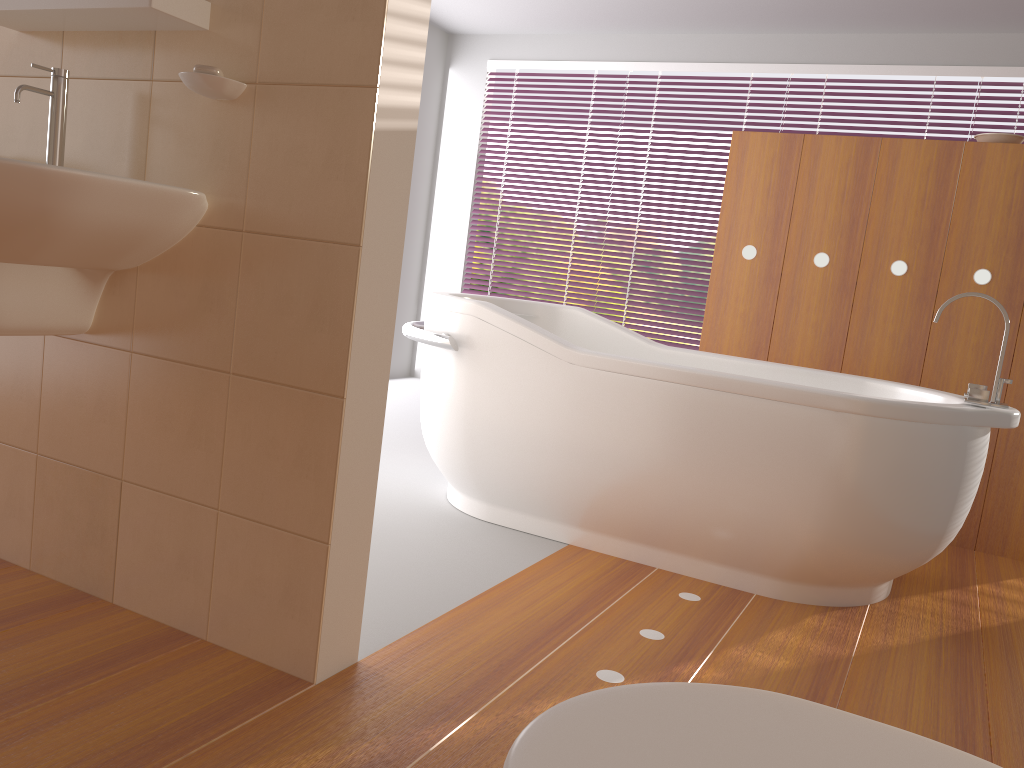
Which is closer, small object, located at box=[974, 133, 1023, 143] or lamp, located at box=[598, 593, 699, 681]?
lamp, located at box=[598, 593, 699, 681]

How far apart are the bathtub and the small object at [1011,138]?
1.1 meters

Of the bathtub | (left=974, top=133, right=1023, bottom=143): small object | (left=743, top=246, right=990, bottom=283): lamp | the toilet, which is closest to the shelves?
the bathtub

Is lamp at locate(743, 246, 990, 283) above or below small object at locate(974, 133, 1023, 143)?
below

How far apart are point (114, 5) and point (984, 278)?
2.9m

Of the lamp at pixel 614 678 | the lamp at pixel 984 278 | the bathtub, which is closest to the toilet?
the lamp at pixel 614 678

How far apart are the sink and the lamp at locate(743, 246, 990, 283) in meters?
2.4

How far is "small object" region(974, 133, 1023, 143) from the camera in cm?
319

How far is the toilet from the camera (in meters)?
0.60

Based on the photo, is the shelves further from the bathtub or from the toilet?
the toilet
